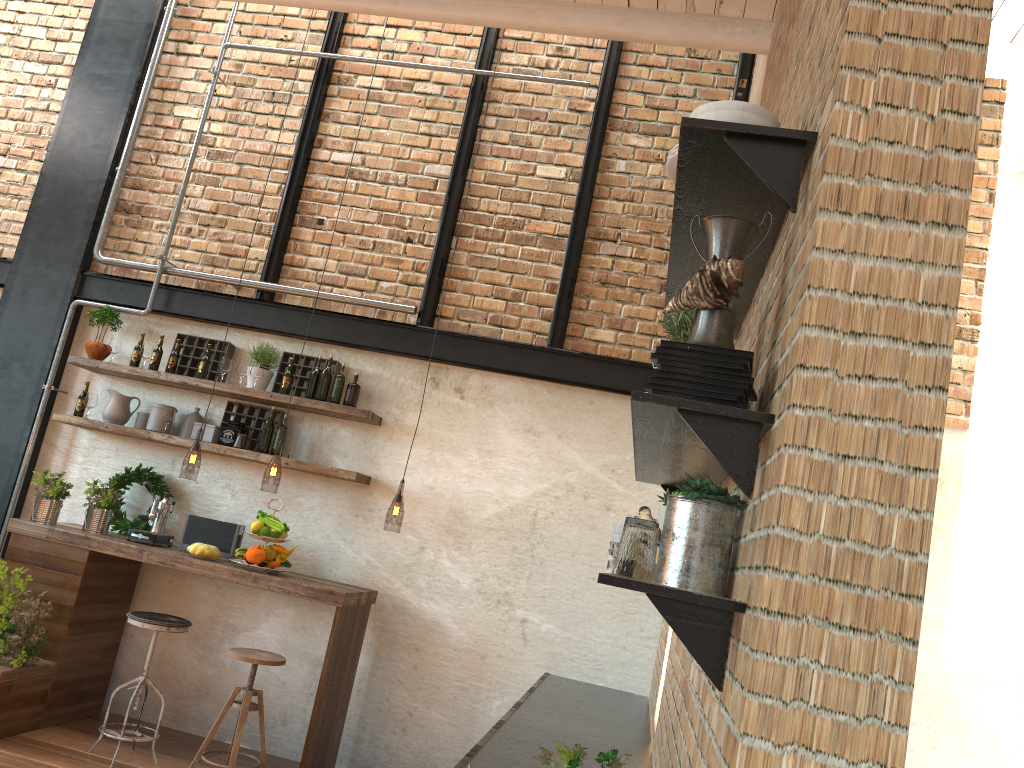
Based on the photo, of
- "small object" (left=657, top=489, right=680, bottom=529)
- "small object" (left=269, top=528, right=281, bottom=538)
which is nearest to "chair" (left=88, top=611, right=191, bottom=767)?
"small object" (left=269, top=528, right=281, bottom=538)

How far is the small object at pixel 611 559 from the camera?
1.75m

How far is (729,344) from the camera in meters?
1.6 m

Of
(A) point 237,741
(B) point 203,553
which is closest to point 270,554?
(B) point 203,553

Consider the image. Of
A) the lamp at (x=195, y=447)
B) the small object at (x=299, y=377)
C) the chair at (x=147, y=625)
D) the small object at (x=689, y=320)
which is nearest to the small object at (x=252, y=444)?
the small object at (x=299, y=377)

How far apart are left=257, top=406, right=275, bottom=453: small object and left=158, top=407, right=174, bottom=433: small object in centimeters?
67cm

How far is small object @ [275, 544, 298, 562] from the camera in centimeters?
516cm

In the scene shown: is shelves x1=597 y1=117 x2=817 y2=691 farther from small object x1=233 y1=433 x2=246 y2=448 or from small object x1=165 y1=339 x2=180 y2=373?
small object x1=165 y1=339 x2=180 y2=373

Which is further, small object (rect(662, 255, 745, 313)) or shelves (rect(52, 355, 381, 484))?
shelves (rect(52, 355, 381, 484))

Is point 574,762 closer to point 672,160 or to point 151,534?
point 672,160
